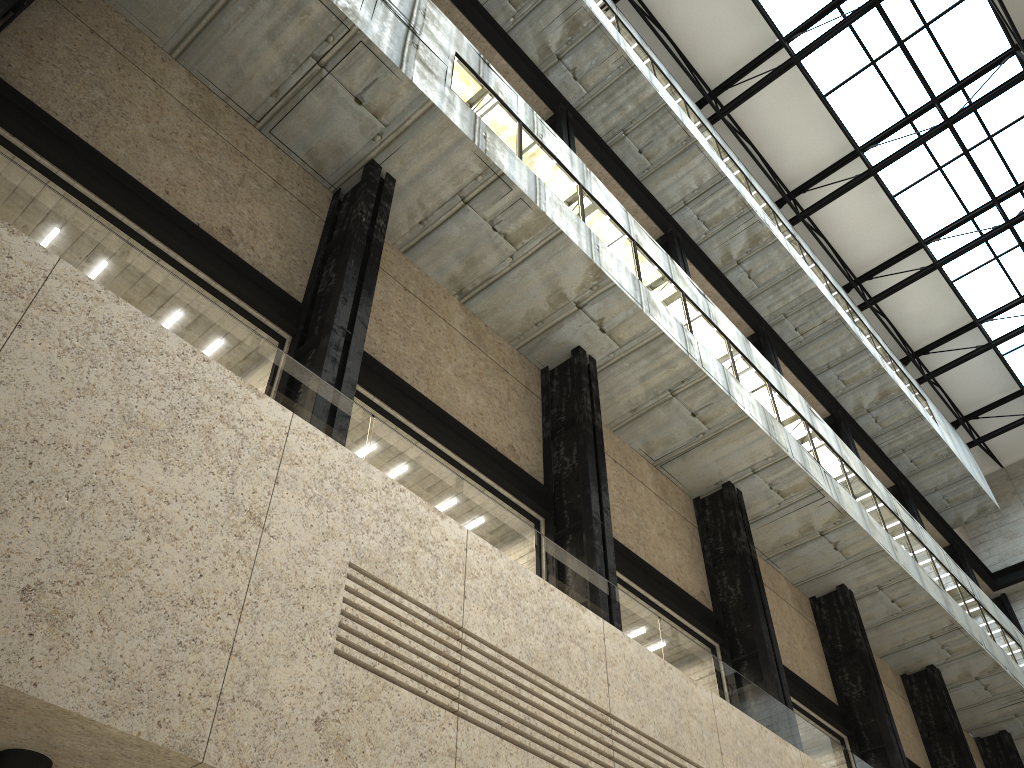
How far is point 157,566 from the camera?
11.1 meters
